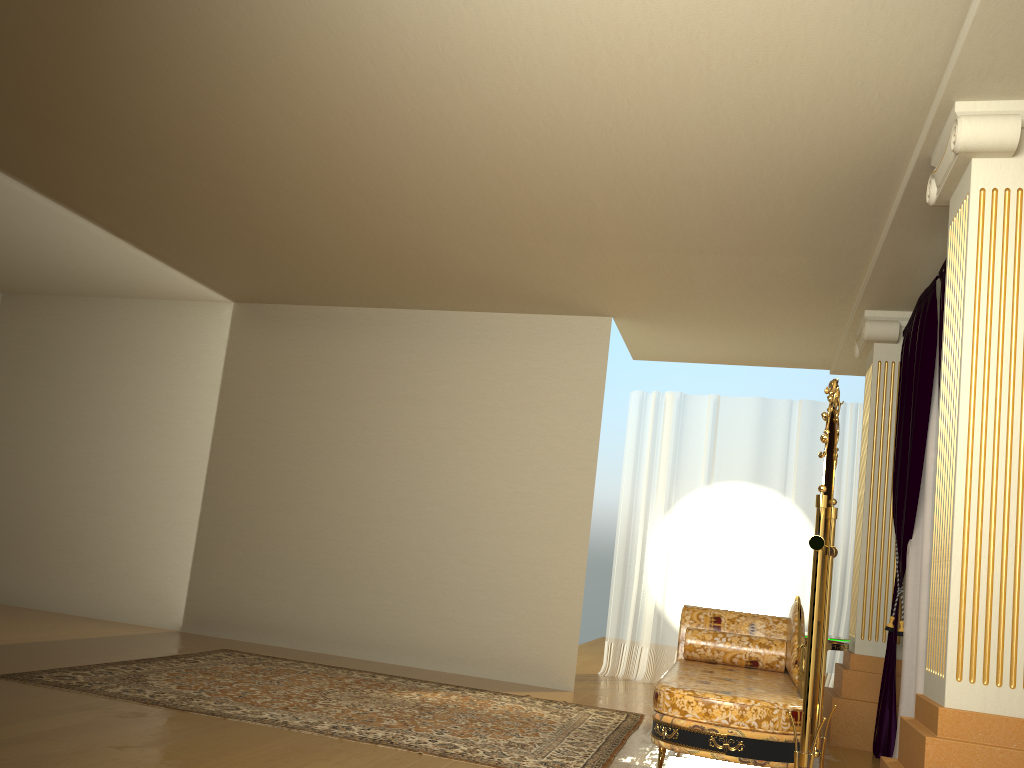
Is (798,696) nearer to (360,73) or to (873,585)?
(873,585)

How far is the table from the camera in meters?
5.2

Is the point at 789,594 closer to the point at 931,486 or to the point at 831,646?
the point at 831,646

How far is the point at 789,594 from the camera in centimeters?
715cm

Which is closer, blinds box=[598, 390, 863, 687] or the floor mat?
the floor mat

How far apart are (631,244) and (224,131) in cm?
234

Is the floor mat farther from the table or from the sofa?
the table

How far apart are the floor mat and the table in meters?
1.2 m

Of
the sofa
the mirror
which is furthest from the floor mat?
the mirror

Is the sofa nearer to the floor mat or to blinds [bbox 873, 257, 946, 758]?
the floor mat
